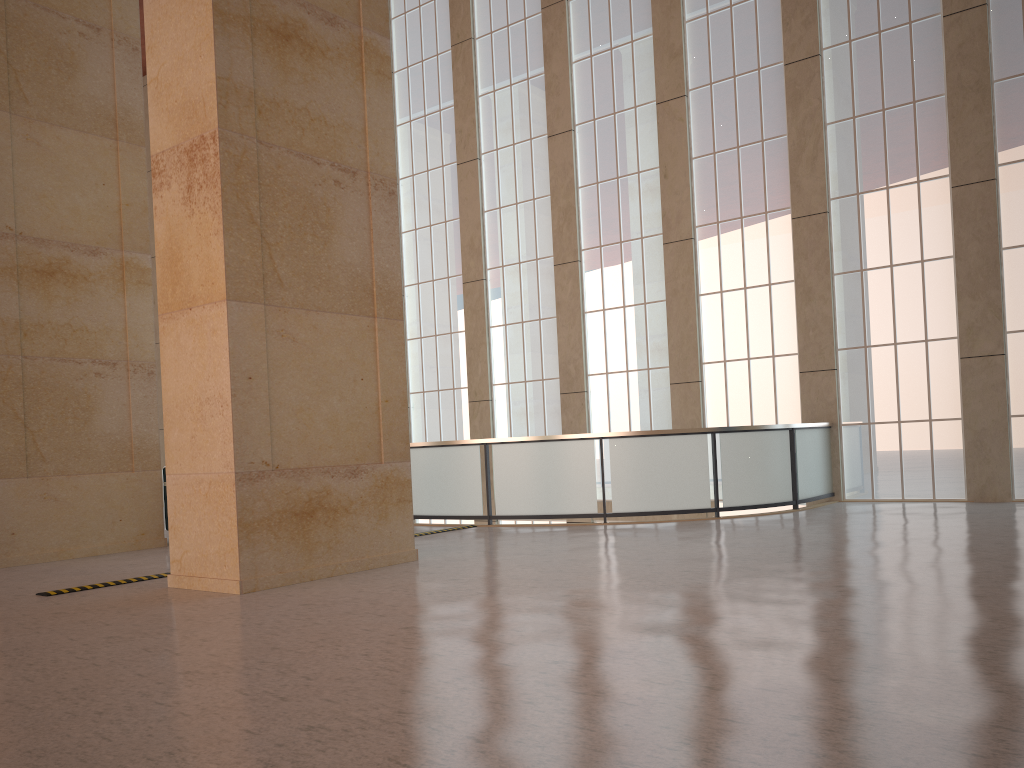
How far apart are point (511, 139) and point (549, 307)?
5.1 meters

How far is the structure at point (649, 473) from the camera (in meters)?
16.98

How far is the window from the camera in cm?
1855

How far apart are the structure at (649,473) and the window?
0.5m

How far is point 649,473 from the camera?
17.0m

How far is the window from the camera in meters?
18.6 m

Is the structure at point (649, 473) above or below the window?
below

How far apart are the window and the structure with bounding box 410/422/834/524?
0.5m

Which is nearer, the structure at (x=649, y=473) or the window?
the structure at (x=649, y=473)

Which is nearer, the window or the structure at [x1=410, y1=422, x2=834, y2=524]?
the structure at [x1=410, y1=422, x2=834, y2=524]
